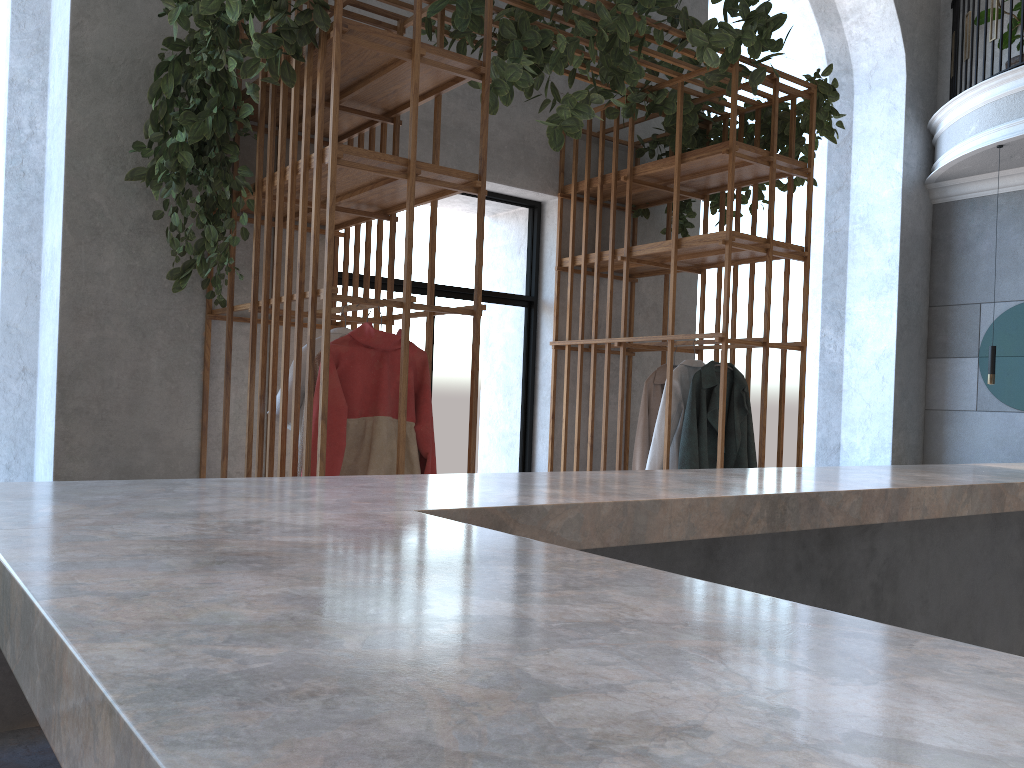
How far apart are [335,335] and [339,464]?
0.64m

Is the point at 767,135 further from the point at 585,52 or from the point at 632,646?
the point at 632,646

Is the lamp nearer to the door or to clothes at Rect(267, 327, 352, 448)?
the door

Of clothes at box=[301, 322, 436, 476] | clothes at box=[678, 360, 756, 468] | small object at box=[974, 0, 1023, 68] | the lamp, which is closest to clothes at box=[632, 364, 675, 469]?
clothes at box=[678, 360, 756, 468]

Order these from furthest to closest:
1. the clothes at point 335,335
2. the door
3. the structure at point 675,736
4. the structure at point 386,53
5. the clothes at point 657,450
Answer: the door
the clothes at point 657,450
the clothes at point 335,335
the structure at point 386,53
the structure at point 675,736

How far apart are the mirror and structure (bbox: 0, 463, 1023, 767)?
4.6m

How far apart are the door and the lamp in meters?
3.6

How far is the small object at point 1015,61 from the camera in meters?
7.0

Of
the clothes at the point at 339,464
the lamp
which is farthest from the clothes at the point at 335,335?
the lamp

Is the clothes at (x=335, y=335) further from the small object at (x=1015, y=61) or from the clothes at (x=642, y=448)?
the small object at (x=1015, y=61)
